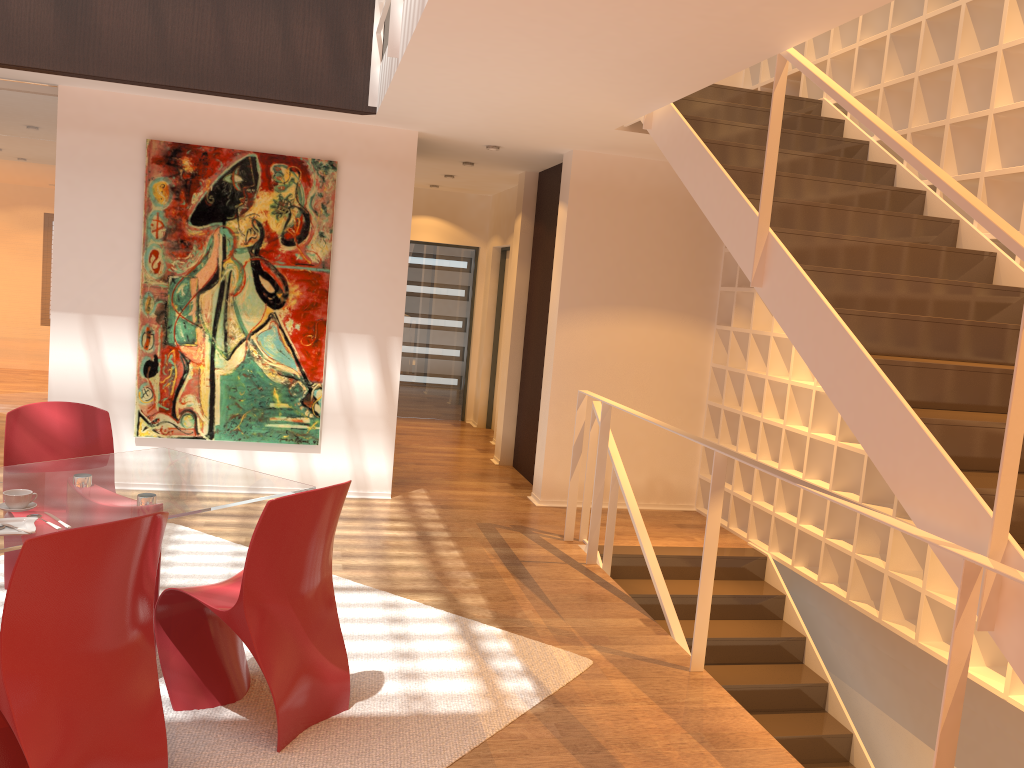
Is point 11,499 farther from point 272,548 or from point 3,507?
point 272,548

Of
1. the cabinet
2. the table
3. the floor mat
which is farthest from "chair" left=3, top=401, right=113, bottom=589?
the cabinet

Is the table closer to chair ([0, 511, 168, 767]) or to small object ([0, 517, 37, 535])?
small object ([0, 517, 37, 535])

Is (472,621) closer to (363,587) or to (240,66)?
(363,587)

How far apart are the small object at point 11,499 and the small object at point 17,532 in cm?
13

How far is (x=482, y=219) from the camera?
10.4 meters

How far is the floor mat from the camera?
3.0m

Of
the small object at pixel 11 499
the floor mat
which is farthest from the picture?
the small object at pixel 11 499

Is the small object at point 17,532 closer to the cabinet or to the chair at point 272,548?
the chair at point 272,548

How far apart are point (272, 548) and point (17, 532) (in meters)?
0.77
